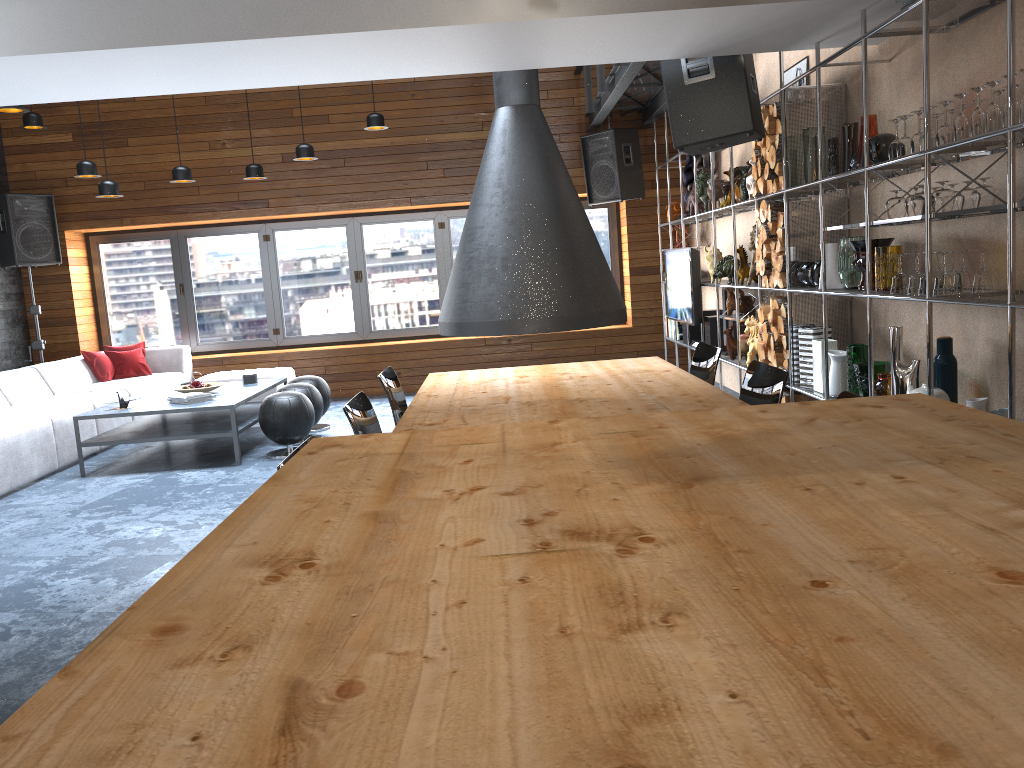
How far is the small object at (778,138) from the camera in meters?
5.1

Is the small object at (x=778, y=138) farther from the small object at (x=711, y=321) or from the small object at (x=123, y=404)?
the small object at (x=123, y=404)

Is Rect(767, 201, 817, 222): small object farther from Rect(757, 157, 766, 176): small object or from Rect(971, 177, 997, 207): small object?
Rect(971, 177, 997, 207): small object

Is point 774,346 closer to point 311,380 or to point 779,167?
point 779,167

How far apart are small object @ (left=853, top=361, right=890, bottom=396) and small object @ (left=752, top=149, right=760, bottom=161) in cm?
173

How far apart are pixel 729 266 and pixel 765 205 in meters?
1.3

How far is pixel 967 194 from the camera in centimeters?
360cm

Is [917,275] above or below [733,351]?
above

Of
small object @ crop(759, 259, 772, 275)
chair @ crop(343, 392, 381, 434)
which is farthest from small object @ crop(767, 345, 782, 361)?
chair @ crop(343, 392, 381, 434)

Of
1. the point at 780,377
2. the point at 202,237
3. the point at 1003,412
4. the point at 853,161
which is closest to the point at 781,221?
the point at 853,161
